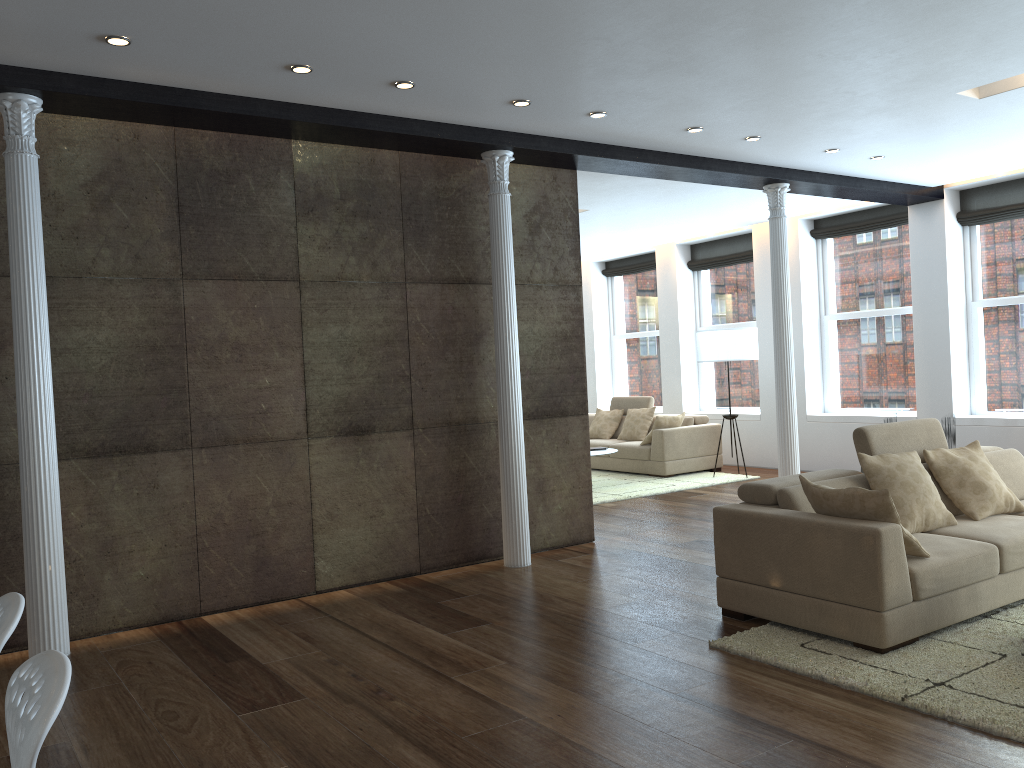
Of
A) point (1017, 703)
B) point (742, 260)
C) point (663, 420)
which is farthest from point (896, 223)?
point (1017, 703)

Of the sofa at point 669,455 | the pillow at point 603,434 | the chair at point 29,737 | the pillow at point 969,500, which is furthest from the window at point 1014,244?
the chair at point 29,737

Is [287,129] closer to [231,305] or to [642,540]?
[231,305]

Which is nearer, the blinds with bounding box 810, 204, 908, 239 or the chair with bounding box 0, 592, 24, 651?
the chair with bounding box 0, 592, 24, 651

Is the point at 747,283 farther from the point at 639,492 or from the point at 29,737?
the point at 29,737

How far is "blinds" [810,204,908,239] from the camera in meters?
9.7

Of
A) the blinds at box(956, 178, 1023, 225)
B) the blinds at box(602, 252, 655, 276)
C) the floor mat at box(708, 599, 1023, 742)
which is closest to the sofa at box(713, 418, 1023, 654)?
the floor mat at box(708, 599, 1023, 742)

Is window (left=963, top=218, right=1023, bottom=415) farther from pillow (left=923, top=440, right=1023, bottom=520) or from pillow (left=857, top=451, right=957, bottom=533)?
pillow (left=857, top=451, right=957, bottom=533)

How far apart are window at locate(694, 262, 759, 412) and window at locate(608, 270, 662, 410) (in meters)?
0.84

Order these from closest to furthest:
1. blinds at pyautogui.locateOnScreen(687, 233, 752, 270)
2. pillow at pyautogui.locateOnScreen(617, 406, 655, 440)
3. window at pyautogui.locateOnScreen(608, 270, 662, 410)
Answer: pillow at pyautogui.locateOnScreen(617, 406, 655, 440) < blinds at pyautogui.locateOnScreen(687, 233, 752, 270) < window at pyautogui.locateOnScreen(608, 270, 662, 410)
